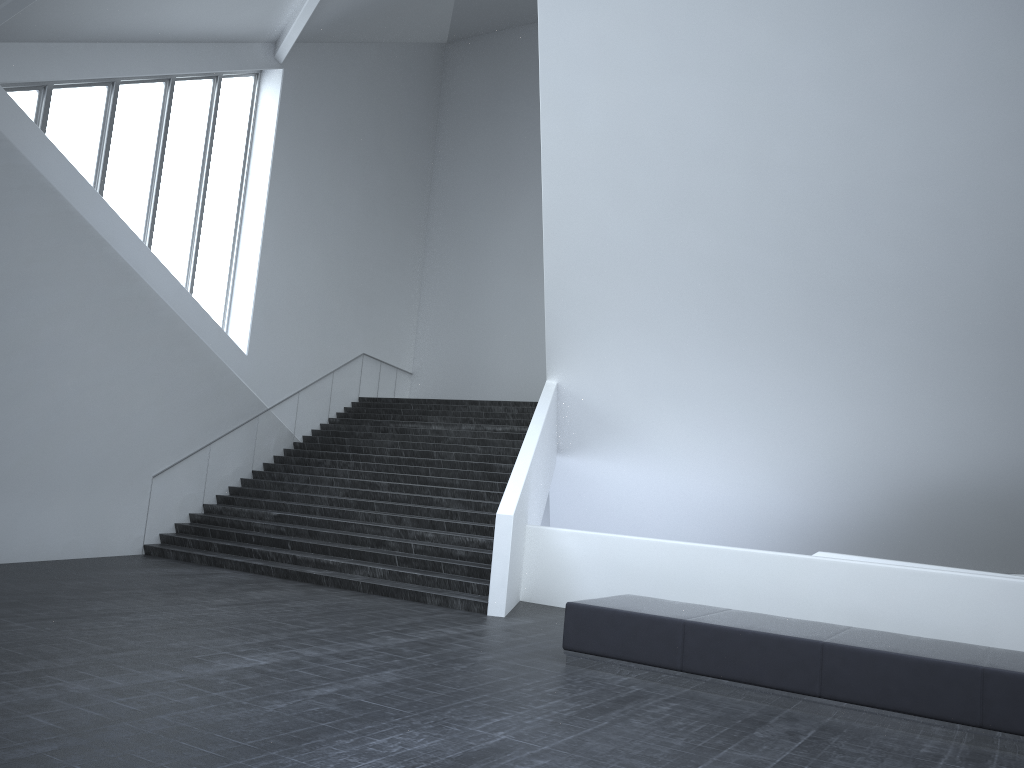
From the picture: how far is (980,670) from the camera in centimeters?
652cm

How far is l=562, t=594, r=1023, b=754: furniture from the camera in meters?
6.5

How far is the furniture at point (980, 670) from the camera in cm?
652
